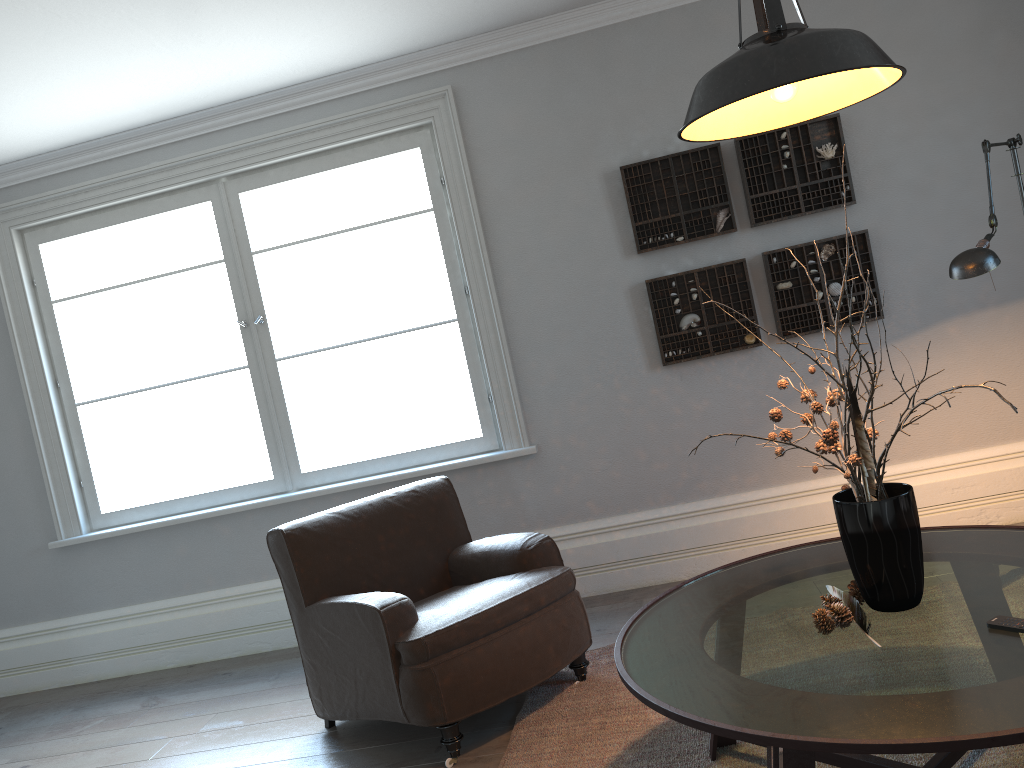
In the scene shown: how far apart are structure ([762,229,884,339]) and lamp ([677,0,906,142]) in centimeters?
188cm

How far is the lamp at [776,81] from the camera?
1.79m

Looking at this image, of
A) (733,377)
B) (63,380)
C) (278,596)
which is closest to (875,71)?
(733,377)

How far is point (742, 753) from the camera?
2.5 meters

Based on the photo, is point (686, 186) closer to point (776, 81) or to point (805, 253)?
point (805, 253)

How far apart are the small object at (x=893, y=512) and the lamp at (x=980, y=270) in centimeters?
86cm

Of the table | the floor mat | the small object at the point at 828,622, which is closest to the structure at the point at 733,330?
the floor mat

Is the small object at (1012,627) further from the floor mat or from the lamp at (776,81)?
the lamp at (776,81)

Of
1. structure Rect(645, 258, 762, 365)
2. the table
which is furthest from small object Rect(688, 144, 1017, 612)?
structure Rect(645, 258, 762, 365)

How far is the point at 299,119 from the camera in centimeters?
440cm
